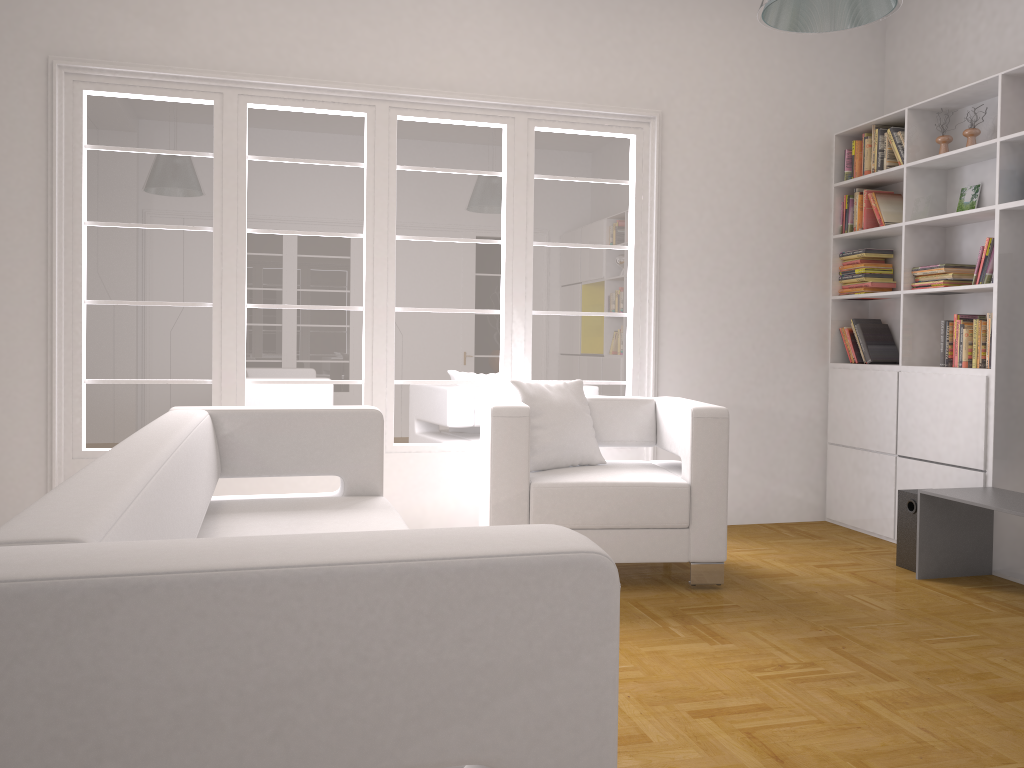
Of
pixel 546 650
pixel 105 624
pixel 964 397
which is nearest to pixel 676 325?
pixel 964 397

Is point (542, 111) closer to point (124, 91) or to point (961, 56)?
point (124, 91)

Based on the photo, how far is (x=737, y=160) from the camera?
5.5m

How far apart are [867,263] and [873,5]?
2.6 meters

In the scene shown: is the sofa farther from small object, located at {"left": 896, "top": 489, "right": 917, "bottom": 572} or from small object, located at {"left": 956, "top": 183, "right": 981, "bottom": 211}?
small object, located at {"left": 956, "top": 183, "right": 981, "bottom": 211}

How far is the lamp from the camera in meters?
3.1 m

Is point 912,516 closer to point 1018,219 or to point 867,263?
point 1018,219

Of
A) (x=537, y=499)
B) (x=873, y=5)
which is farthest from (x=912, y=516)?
(x=873, y=5)

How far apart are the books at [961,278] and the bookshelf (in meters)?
0.03

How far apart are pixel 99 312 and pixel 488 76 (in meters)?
2.47
